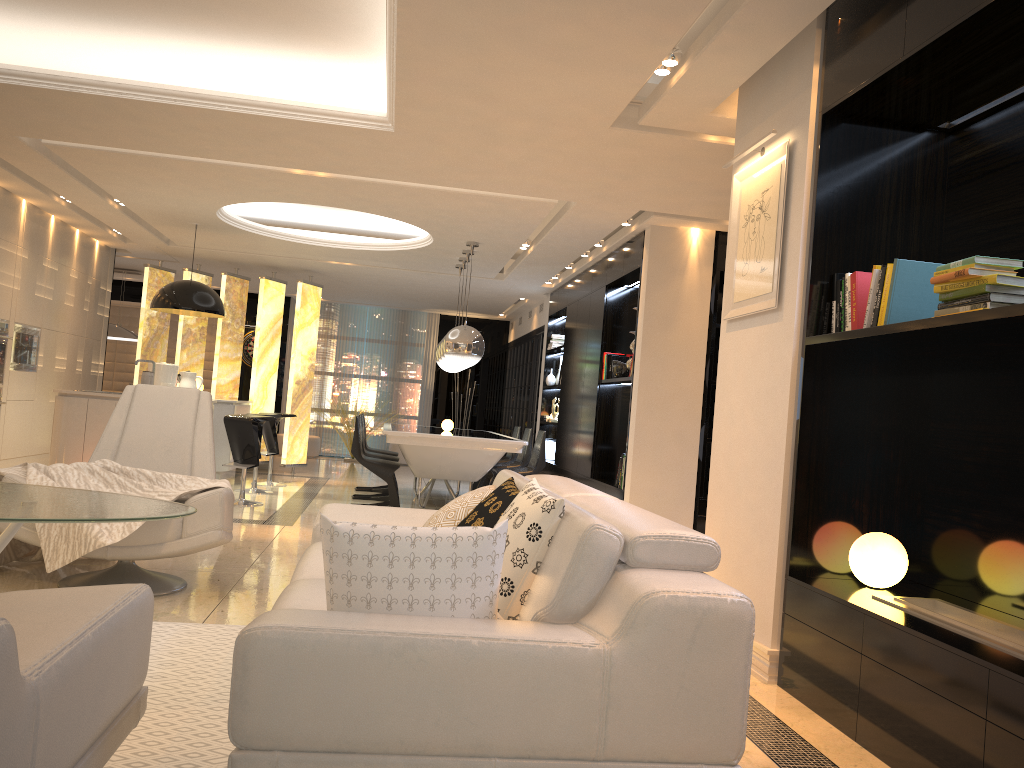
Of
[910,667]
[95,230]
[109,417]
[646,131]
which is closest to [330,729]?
[910,667]

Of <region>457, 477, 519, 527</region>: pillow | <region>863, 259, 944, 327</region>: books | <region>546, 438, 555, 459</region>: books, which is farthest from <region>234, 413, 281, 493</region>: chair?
<region>863, 259, 944, 327</region>: books

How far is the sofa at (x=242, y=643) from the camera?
1.8 meters

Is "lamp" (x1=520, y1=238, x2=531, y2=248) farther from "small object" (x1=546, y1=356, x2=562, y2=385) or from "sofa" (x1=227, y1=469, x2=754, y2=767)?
"sofa" (x1=227, y1=469, x2=754, y2=767)

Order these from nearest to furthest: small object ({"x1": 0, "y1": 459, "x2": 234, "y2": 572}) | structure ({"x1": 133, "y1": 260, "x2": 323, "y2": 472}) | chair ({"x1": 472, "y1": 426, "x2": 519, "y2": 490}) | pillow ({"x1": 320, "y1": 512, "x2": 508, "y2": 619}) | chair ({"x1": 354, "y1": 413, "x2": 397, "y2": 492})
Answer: pillow ({"x1": 320, "y1": 512, "x2": 508, "y2": 619}), small object ({"x1": 0, "y1": 459, "x2": 234, "y2": 572}), chair ({"x1": 354, "y1": 413, "x2": 397, "y2": 492}), chair ({"x1": 472, "y1": 426, "x2": 519, "y2": 490}), structure ({"x1": 133, "y1": 260, "x2": 323, "y2": 472})

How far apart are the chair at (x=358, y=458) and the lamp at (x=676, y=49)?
4.9 meters

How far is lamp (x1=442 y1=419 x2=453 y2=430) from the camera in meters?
9.1

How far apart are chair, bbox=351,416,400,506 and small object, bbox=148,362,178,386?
2.1 meters

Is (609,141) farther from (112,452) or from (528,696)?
(528,696)

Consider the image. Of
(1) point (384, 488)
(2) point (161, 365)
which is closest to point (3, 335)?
(2) point (161, 365)
